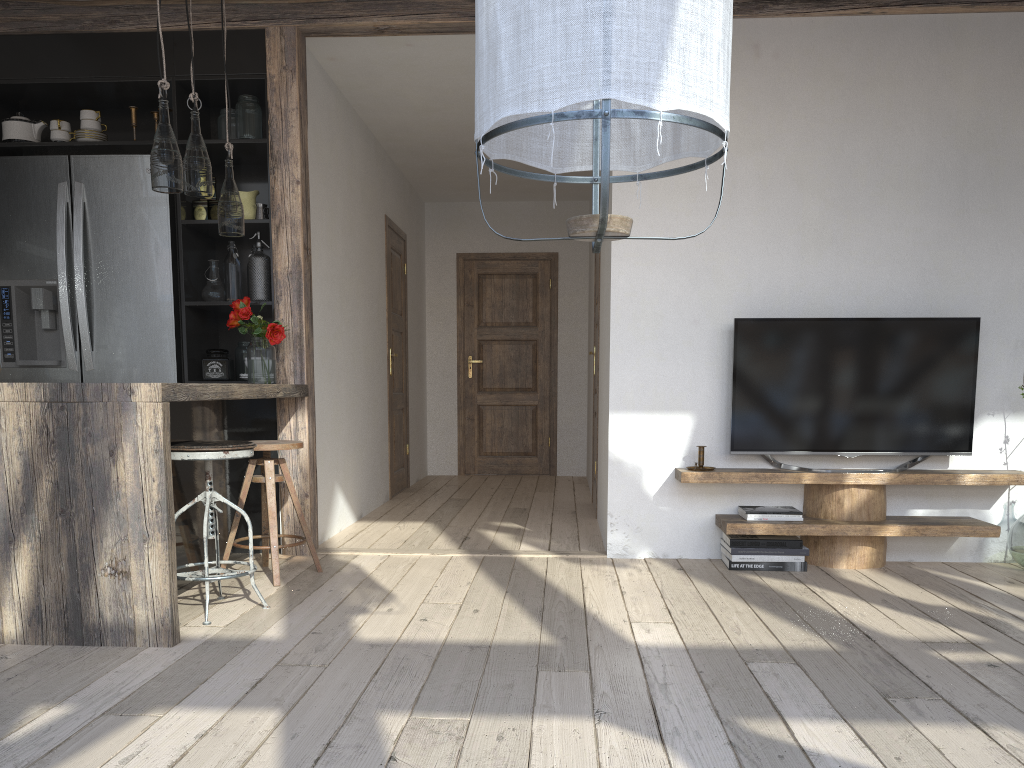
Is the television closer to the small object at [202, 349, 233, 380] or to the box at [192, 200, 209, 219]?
the small object at [202, 349, 233, 380]

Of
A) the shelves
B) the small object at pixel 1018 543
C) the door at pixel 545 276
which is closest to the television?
the shelves

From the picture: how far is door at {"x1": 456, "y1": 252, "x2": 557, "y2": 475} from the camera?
8.28m

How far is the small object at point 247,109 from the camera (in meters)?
4.34

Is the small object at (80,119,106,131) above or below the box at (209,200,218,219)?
above

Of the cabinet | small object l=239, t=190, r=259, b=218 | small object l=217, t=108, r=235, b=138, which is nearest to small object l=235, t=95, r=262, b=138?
the cabinet

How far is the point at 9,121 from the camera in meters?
4.4

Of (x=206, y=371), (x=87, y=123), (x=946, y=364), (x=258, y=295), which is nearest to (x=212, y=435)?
(x=206, y=371)

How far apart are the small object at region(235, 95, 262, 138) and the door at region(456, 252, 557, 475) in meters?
4.0 m

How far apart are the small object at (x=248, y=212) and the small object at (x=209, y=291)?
0.32m
